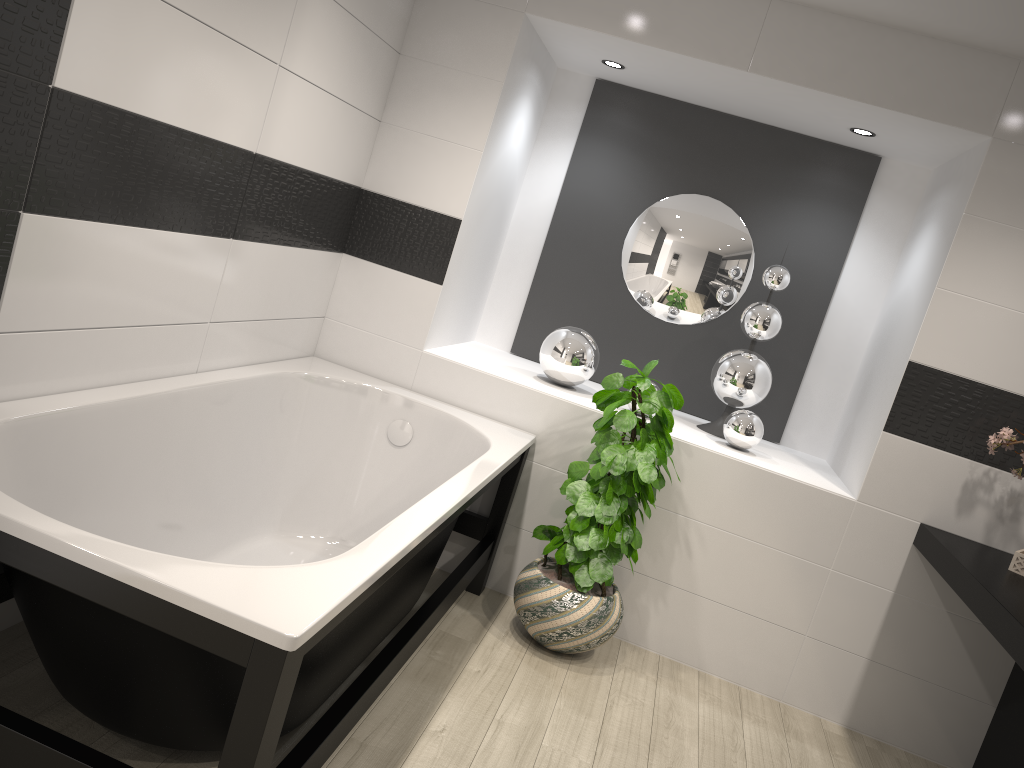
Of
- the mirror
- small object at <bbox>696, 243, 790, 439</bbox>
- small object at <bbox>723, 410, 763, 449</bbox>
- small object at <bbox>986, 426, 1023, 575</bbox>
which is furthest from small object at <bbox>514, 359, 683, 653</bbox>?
small object at <bbox>986, 426, 1023, 575</bbox>

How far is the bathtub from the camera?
1.51m

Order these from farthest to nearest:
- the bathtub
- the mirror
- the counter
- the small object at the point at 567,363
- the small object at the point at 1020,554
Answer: the mirror < the small object at the point at 567,363 < the small object at the point at 1020,554 < the counter < the bathtub

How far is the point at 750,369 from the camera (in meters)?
3.77

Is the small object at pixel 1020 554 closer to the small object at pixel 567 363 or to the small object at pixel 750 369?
the small object at pixel 750 369

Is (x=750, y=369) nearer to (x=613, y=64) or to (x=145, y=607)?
(x=613, y=64)

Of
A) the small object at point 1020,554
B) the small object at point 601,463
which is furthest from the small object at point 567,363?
the small object at point 1020,554

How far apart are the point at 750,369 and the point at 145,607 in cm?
282

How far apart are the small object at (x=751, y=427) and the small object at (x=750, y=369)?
0.2m

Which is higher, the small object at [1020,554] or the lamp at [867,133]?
the lamp at [867,133]
